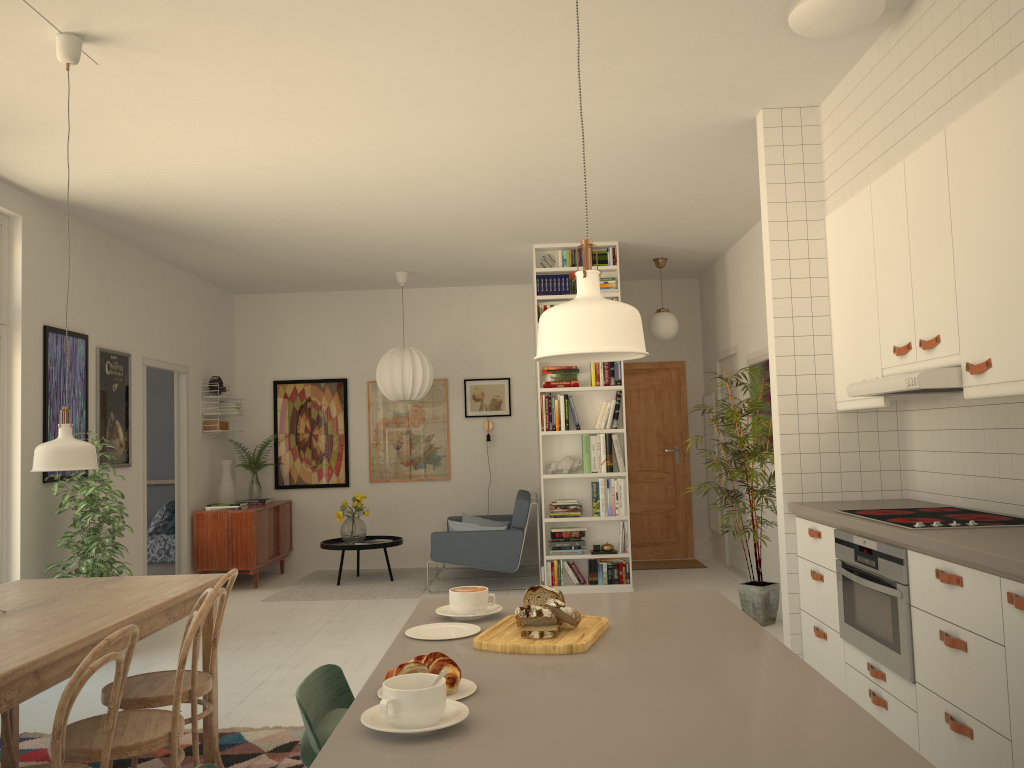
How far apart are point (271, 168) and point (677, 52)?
2.52m

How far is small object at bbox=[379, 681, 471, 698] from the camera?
1.51m

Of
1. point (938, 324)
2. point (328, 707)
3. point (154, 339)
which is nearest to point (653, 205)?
point (938, 324)

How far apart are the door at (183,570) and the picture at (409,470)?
2.0m

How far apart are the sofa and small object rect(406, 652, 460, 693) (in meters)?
5.95

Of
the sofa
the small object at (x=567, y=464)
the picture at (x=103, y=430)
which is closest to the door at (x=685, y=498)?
the sofa

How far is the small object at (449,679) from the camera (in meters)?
1.45

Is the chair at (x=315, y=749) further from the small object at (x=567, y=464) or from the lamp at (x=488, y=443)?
the lamp at (x=488, y=443)

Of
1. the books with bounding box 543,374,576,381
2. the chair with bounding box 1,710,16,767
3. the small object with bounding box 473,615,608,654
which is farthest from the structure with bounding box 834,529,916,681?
the books with bounding box 543,374,576,381

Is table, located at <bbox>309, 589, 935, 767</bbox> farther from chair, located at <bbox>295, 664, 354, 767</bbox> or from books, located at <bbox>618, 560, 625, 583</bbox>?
books, located at <bbox>618, 560, 625, 583</bbox>
